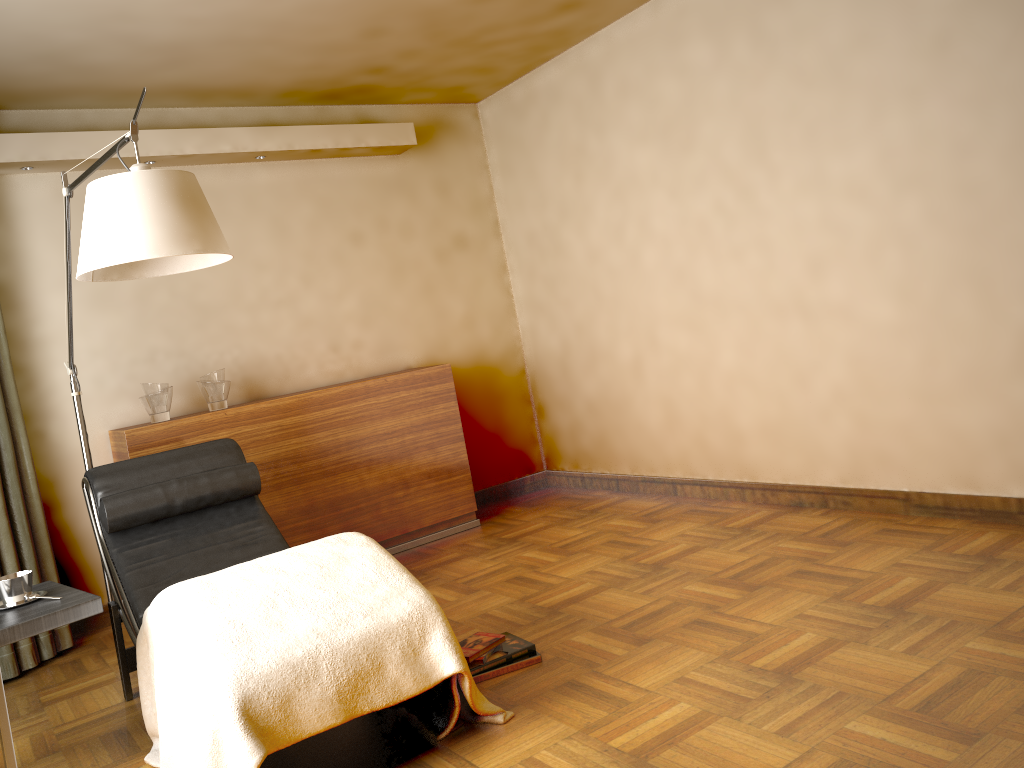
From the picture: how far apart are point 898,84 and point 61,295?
3.7m

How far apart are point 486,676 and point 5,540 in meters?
2.3 m

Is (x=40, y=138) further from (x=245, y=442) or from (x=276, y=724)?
(x=276, y=724)

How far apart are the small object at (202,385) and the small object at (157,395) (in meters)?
0.15

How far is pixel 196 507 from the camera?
3.3 meters

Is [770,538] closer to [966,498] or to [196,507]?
[966,498]

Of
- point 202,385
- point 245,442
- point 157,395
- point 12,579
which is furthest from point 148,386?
point 12,579

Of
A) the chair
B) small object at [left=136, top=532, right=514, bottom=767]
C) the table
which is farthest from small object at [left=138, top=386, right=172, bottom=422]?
small object at [left=136, top=532, right=514, bottom=767]

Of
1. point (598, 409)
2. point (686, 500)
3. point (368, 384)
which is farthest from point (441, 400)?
point (686, 500)

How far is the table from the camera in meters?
2.3 m
